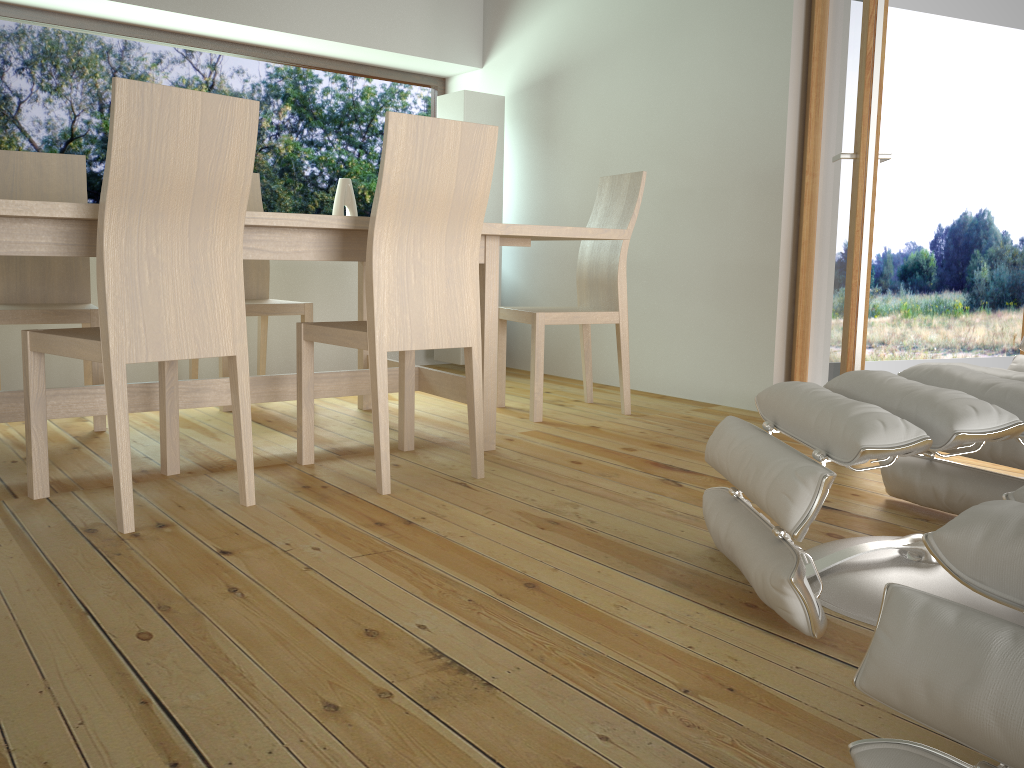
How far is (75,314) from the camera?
3.1m

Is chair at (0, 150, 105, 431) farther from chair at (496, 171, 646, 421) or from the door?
the door

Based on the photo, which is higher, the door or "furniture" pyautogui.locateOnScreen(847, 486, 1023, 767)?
the door

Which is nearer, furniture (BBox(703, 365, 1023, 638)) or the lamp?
furniture (BBox(703, 365, 1023, 638))

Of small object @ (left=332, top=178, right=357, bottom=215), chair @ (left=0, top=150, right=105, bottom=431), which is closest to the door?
small object @ (left=332, top=178, right=357, bottom=215)

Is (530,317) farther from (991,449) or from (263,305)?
(991,449)

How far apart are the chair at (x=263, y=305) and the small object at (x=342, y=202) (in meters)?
0.89

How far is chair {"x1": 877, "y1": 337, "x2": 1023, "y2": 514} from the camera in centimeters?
211cm

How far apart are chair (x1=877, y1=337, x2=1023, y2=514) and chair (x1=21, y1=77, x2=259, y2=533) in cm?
170

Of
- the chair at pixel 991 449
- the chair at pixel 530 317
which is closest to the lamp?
the chair at pixel 530 317
